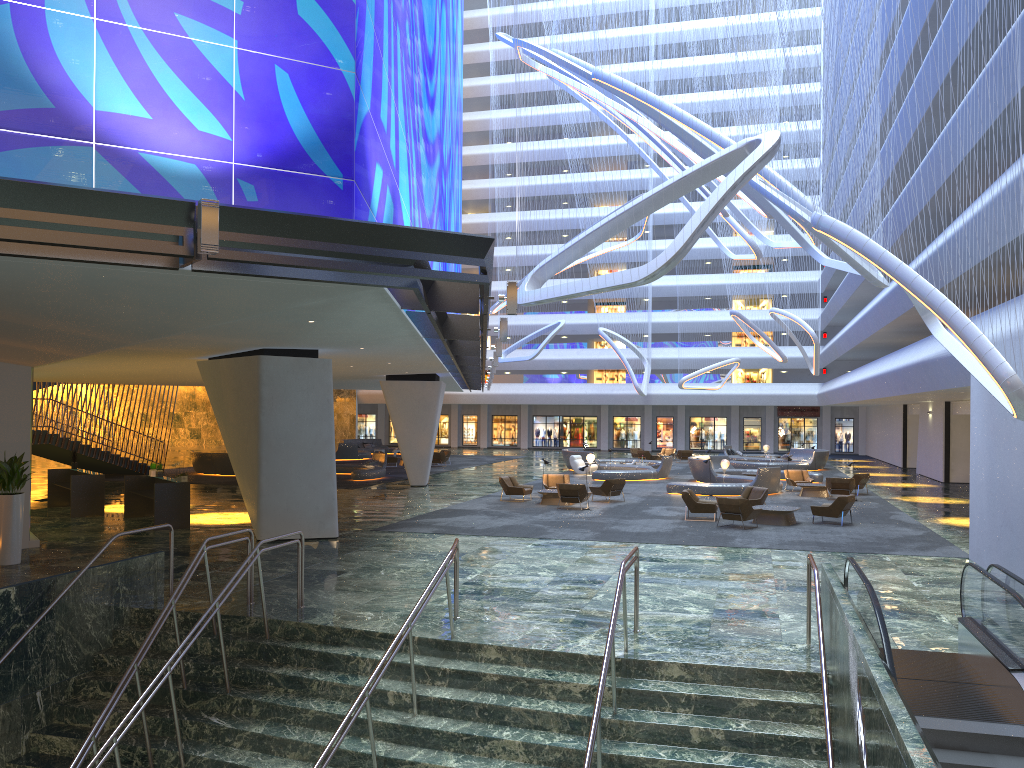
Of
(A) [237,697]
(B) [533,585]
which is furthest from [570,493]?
(A) [237,697]

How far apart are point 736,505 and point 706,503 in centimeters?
167cm

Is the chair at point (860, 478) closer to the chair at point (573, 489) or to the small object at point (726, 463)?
the small object at point (726, 463)

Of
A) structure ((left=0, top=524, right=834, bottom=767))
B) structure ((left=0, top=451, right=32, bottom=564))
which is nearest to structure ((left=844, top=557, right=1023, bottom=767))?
structure ((left=0, top=524, right=834, bottom=767))

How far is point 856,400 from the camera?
40.0m

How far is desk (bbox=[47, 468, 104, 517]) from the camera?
22.9 meters

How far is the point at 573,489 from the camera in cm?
2538

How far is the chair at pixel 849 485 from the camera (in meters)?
28.74

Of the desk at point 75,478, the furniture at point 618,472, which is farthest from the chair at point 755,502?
the desk at point 75,478

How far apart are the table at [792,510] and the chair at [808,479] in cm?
994
